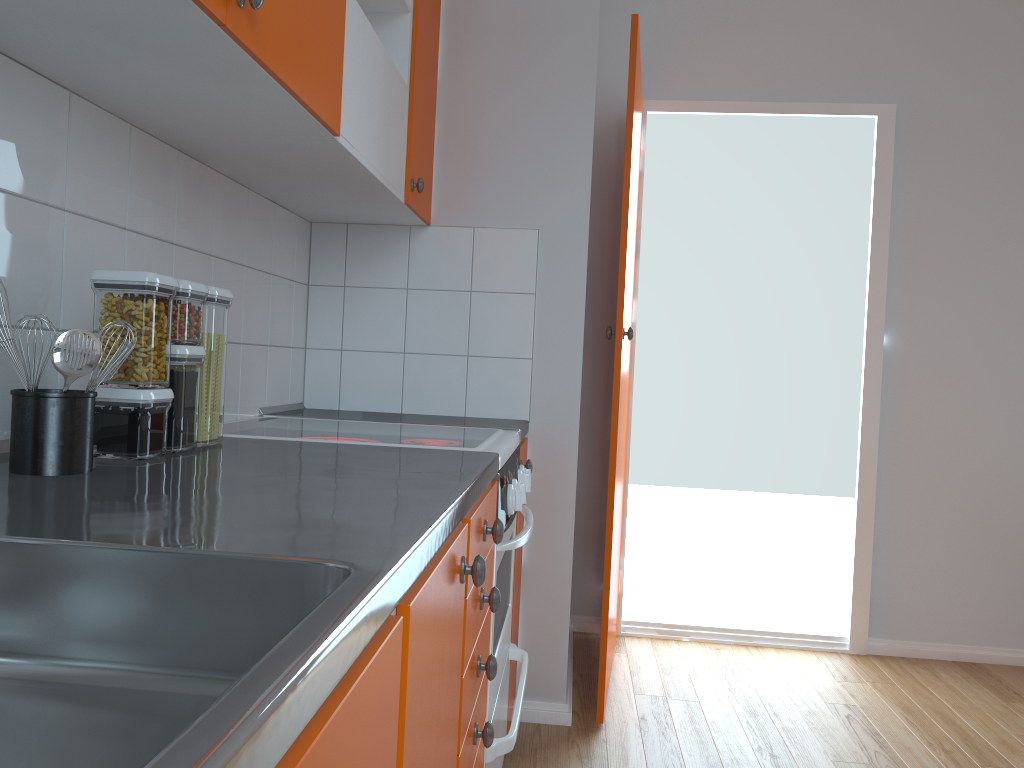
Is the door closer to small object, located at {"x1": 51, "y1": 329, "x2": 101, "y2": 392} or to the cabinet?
the cabinet

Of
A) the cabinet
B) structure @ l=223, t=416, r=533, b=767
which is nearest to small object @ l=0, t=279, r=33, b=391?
the cabinet

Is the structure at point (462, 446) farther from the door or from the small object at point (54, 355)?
the small object at point (54, 355)

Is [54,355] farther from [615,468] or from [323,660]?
[615,468]

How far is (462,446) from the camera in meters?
1.7

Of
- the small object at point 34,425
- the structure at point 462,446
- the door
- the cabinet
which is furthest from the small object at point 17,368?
the door

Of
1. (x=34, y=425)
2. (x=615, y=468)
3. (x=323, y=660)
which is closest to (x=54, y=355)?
(x=34, y=425)

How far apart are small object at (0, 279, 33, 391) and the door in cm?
169

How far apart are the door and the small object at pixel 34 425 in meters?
1.7

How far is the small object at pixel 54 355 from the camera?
1.0m
